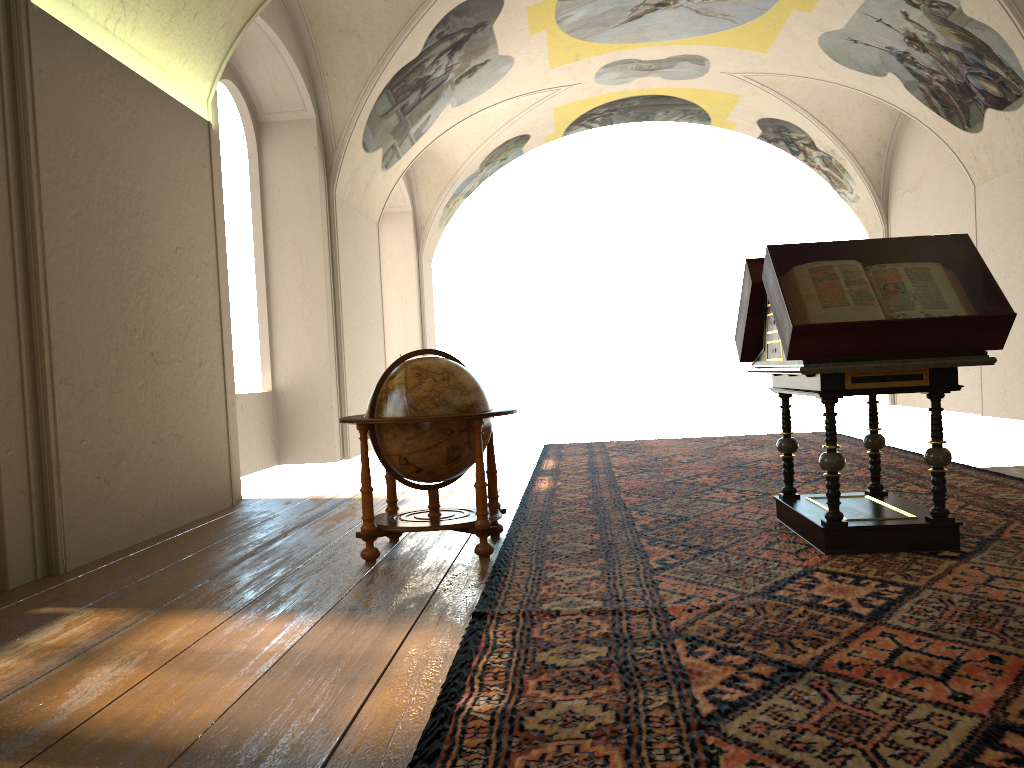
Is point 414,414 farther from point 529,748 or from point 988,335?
point 988,335

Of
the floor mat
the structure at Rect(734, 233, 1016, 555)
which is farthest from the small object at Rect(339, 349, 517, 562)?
the structure at Rect(734, 233, 1016, 555)

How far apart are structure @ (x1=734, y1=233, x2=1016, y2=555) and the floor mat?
0.0 meters

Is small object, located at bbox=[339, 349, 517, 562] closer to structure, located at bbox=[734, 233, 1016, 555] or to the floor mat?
the floor mat

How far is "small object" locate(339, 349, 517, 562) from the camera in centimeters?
594cm

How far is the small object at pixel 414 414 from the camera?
5.94m

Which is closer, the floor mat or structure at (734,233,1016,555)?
the floor mat

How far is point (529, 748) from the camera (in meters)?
2.84

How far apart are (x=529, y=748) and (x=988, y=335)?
3.83m

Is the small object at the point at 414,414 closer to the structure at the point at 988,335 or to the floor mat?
the floor mat
